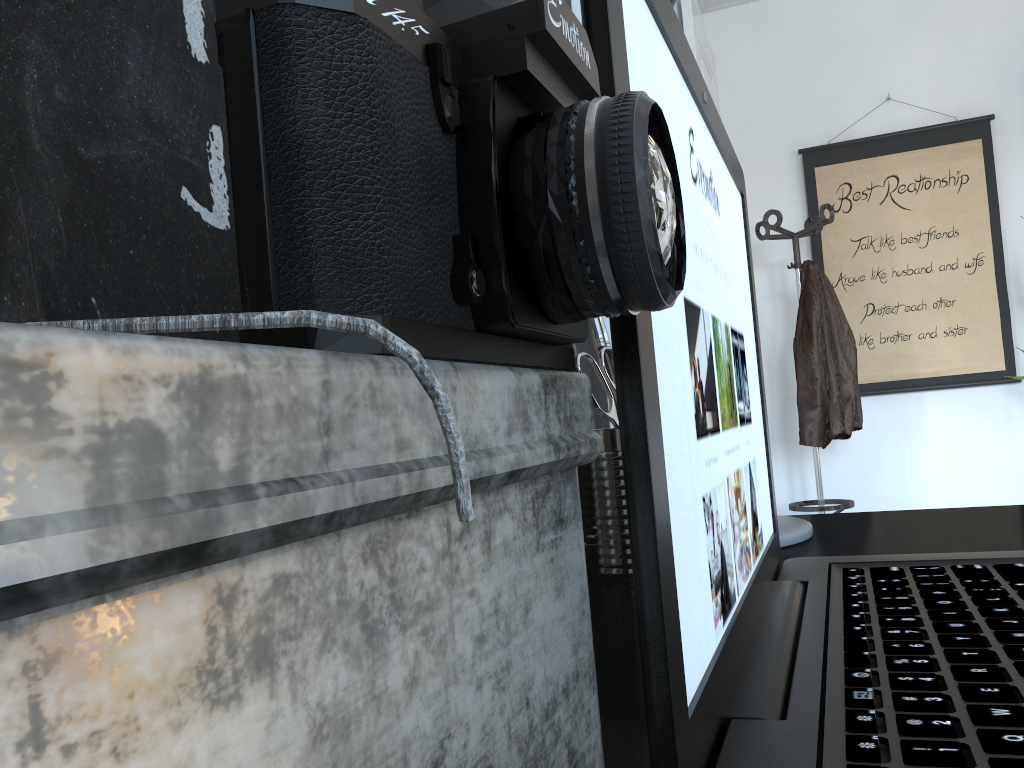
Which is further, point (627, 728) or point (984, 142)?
point (984, 142)

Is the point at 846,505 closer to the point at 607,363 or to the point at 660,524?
the point at 607,363

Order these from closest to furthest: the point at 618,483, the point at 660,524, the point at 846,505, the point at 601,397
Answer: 1. the point at 660,524
2. the point at 618,483
3. the point at 601,397
4. the point at 846,505

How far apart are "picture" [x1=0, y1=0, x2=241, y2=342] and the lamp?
0.5 meters

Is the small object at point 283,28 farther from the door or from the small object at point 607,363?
the door

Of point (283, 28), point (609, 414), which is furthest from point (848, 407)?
point (283, 28)

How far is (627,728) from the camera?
0.4 meters

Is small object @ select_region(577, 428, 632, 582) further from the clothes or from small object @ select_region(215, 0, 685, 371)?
the clothes

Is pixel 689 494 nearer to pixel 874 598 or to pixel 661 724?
pixel 661 724

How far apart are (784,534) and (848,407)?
2.86m
